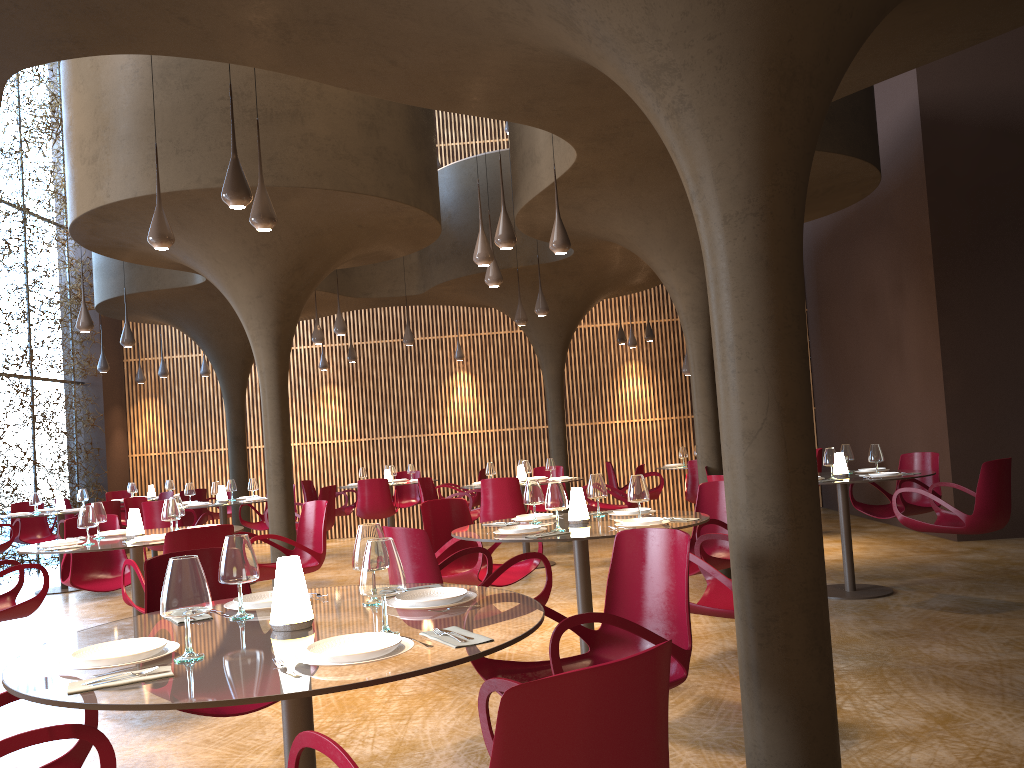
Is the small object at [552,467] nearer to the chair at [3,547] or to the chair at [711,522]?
the chair at [711,522]

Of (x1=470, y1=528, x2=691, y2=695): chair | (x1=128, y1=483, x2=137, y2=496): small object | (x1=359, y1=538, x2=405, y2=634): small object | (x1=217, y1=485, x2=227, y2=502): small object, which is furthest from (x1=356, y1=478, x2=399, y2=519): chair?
(x1=359, y1=538, x2=405, y2=634): small object

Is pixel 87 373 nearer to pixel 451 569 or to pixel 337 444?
pixel 337 444

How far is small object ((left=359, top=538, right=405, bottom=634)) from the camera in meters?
2.6 m

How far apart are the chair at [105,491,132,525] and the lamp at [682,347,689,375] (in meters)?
10.61

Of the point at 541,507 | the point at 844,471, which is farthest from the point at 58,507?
the point at 844,471

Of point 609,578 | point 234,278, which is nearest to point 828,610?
point 609,578

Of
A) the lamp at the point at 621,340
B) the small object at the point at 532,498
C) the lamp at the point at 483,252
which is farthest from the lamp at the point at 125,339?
the lamp at the point at 621,340

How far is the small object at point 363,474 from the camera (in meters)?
14.60

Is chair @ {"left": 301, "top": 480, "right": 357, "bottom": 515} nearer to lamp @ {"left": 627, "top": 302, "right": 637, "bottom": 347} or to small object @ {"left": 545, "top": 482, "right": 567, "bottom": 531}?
lamp @ {"left": 627, "top": 302, "right": 637, "bottom": 347}
